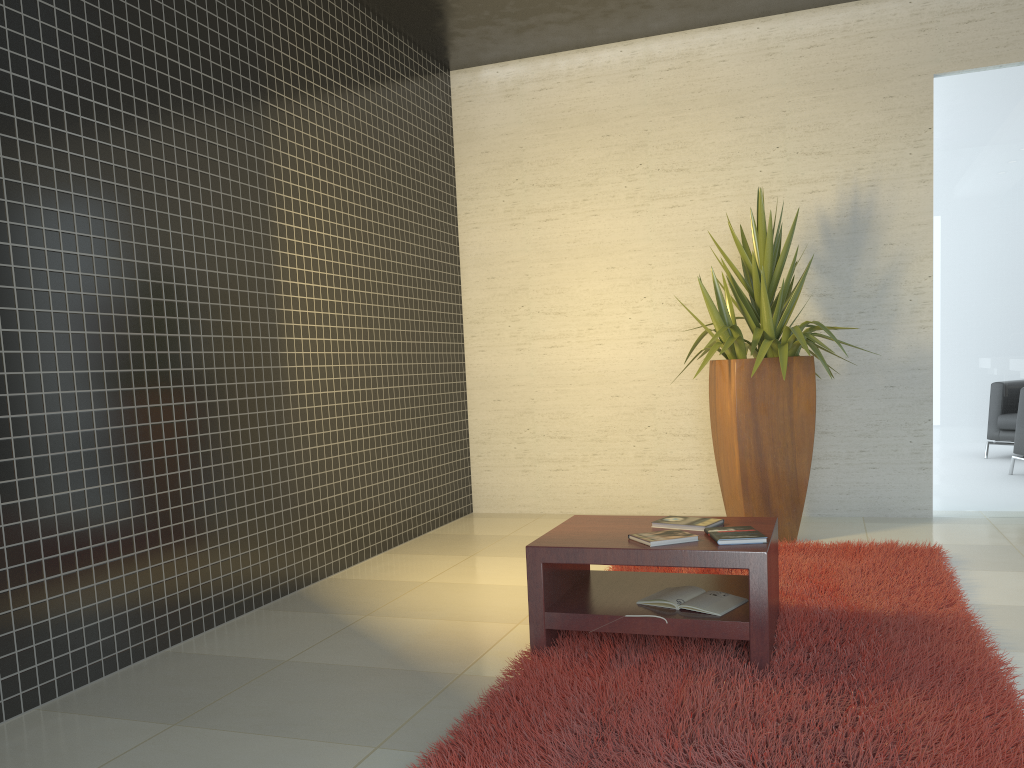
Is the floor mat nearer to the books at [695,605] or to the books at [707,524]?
the books at [695,605]

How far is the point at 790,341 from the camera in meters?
5.0 m

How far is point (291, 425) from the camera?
→ 4.58m

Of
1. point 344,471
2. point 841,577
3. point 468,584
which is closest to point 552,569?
point 468,584

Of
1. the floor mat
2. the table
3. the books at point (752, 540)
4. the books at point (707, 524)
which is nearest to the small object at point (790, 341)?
the floor mat

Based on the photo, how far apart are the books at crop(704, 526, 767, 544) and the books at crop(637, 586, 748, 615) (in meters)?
0.23

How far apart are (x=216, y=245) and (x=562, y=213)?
3.1m

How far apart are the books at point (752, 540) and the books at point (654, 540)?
0.06m

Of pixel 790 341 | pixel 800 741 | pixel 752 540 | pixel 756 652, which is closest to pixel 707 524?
pixel 752 540

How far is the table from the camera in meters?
2.9
